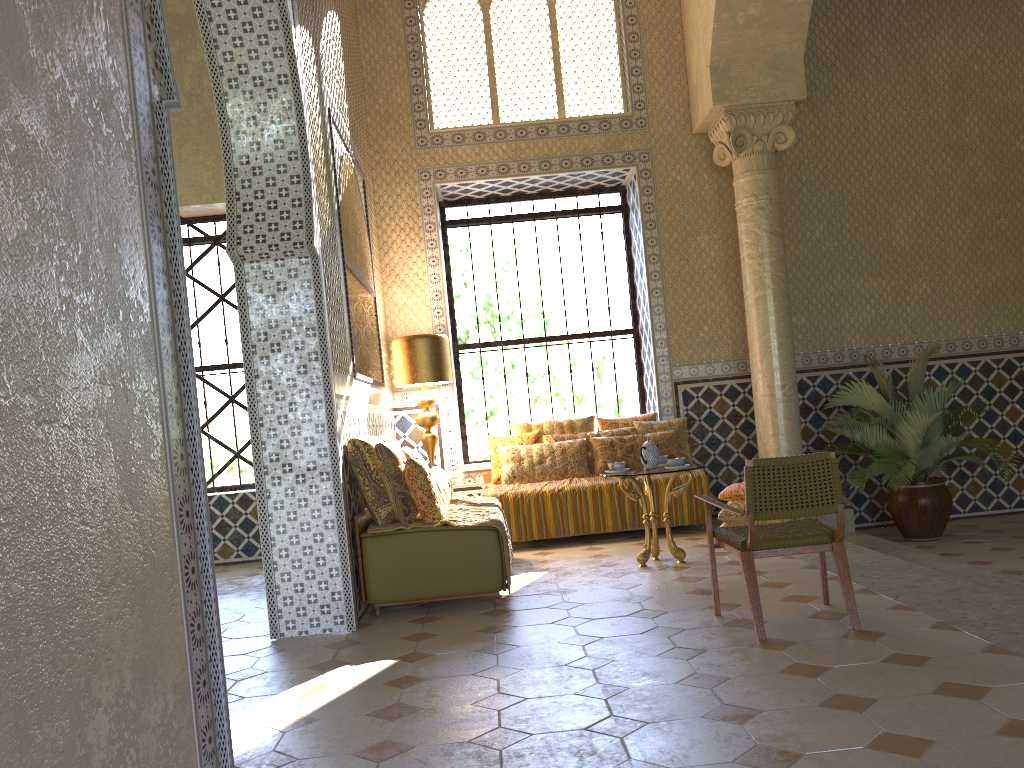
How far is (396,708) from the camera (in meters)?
5.09

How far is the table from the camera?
8.9m

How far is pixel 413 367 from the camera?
11.16m

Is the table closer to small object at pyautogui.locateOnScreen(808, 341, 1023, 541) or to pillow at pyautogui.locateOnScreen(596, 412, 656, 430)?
small object at pyautogui.locateOnScreen(808, 341, 1023, 541)

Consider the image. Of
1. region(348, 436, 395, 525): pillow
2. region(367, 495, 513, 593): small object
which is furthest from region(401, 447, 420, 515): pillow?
region(367, 495, 513, 593): small object

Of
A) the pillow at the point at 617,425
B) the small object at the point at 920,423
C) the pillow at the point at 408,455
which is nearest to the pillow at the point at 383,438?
the pillow at the point at 408,455

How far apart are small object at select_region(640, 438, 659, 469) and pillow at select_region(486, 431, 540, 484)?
2.93m

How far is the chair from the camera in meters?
5.9 m

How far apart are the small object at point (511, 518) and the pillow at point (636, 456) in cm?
21

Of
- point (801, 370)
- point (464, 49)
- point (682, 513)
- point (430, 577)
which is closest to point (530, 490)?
point (682, 513)
